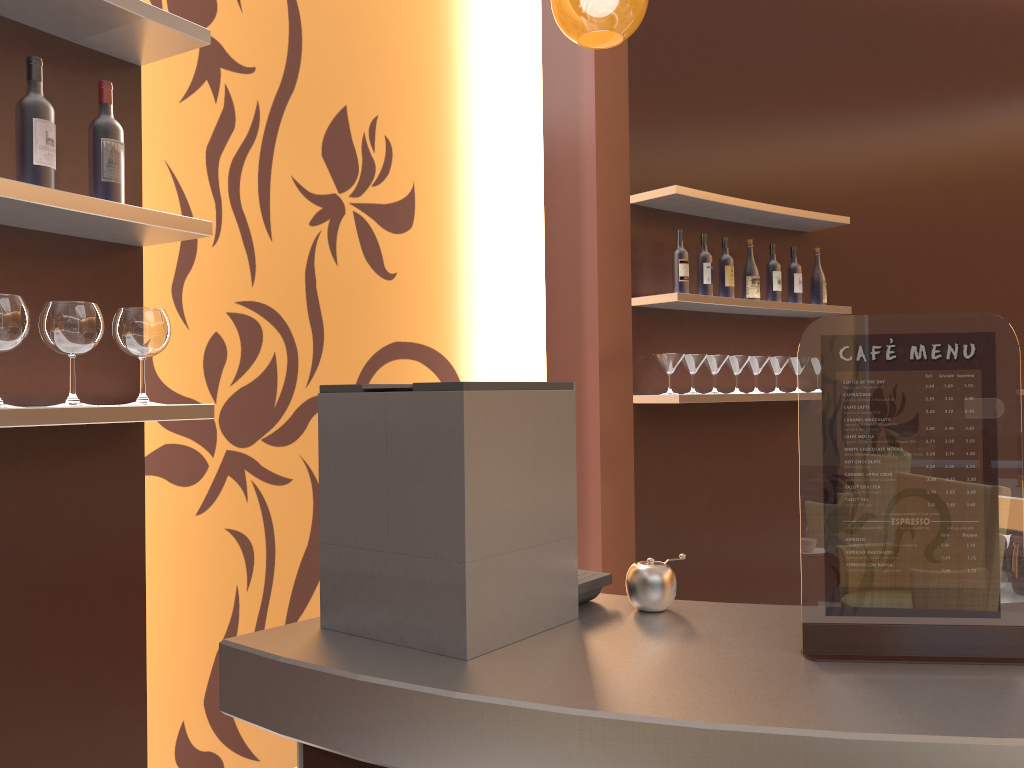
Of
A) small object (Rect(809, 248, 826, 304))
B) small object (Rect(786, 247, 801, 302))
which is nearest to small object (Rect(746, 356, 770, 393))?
small object (Rect(786, 247, 801, 302))

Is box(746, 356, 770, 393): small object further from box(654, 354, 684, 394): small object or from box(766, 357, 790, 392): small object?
box(654, 354, 684, 394): small object

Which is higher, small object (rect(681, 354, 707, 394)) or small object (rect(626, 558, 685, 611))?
small object (rect(681, 354, 707, 394))

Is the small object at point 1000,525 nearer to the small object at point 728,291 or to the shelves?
the shelves

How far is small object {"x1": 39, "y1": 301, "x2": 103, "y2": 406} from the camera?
1.8 meters

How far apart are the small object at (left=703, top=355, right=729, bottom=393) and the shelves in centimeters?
16cm

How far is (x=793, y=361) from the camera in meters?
4.3

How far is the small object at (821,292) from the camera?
4.4m

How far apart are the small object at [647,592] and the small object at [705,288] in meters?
2.8 m

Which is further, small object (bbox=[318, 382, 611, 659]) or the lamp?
the lamp
